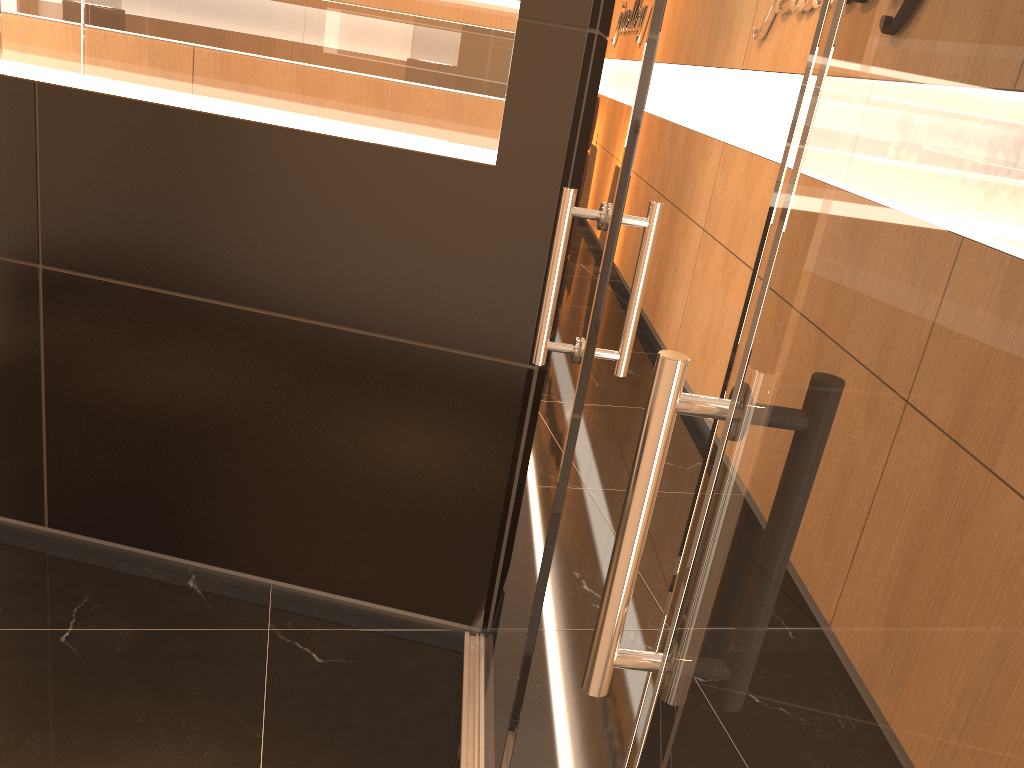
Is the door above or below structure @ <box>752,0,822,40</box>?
below

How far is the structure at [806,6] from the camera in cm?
402

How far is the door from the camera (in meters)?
1.34

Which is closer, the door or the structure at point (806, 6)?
the door

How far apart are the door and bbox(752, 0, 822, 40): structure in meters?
2.3 m

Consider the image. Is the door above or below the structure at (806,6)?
below

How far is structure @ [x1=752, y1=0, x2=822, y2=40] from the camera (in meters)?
4.02

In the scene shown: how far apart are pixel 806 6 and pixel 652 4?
3.1 meters

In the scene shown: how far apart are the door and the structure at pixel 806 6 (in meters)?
2.26

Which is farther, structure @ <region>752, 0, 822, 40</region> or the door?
structure @ <region>752, 0, 822, 40</region>
